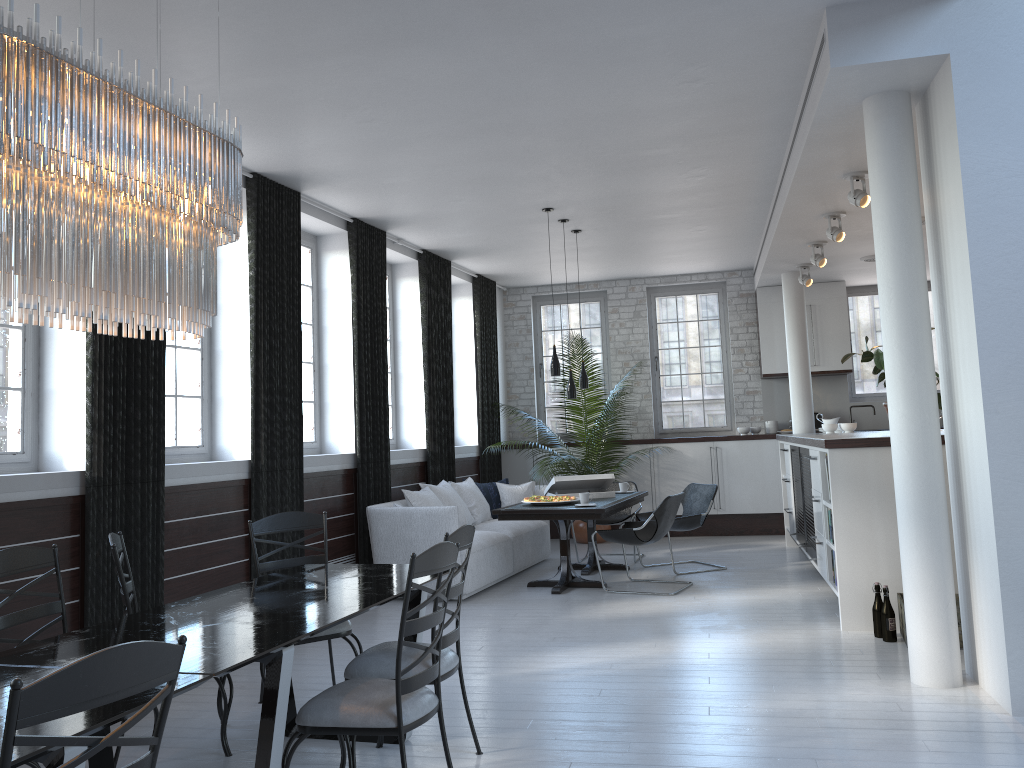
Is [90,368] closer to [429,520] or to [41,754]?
[429,520]

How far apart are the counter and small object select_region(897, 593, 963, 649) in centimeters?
94cm

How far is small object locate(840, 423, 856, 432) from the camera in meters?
8.6 m

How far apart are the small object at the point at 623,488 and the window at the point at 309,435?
3.0 meters

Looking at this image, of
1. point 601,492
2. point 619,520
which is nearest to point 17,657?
point 601,492

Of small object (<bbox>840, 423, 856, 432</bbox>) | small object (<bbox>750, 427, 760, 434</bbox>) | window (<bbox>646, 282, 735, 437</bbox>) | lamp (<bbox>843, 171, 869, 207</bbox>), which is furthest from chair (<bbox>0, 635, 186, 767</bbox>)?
window (<bbox>646, 282, 735, 437</bbox>)

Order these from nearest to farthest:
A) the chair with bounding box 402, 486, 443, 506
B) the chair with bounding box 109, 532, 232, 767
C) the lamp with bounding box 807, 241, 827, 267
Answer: the chair with bounding box 109, 532, 232, 767 < the chair with bounding box 402, 486, 443, 506 < the lamp with bounding box 807, 241, 827, 267

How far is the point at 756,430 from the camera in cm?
1091

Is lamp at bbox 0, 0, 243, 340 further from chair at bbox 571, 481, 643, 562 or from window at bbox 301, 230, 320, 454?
chair at bbox 571, 481, 643, 562

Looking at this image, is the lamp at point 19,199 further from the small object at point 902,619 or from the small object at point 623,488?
the small object at point 623,488
